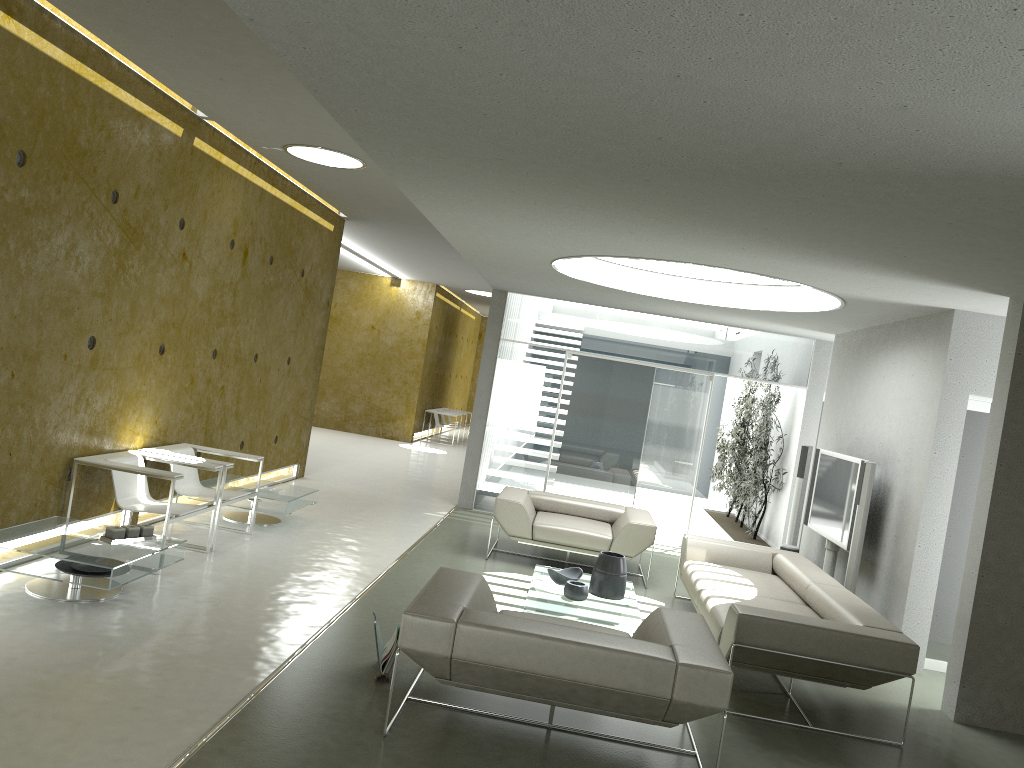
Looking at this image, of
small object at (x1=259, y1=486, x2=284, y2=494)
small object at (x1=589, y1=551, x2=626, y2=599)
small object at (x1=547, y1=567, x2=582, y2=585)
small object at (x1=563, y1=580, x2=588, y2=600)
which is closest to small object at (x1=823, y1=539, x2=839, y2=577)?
small object at (x1=589, y1=551, x2=626, y2=599)

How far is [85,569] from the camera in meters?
5.1

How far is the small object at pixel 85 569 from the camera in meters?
5.1 m

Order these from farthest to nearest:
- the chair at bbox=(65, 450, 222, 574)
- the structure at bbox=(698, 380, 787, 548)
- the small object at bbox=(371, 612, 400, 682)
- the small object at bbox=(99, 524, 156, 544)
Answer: the structure at bbox=(698, 380, 787, 548), the chair at bbox=(65, 450, 222, 574), the small object at bbox=(99, 524, 156, 544), the small object at bbox=(371, 612, 400, 682)

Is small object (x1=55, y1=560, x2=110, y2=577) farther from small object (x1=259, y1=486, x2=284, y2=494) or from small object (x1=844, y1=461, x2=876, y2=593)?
small object (x1=844, y1=461, x2=876, y2=593)

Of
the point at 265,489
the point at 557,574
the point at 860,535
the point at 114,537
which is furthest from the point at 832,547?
the point at 114,537

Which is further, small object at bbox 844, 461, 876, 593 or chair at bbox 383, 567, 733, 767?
small object at bbox 844, 461, 876, 593

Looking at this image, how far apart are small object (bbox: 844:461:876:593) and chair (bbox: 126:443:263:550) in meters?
4.9 m

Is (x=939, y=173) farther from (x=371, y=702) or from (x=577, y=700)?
(x=371, y=702)

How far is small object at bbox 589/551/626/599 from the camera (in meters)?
6.41
